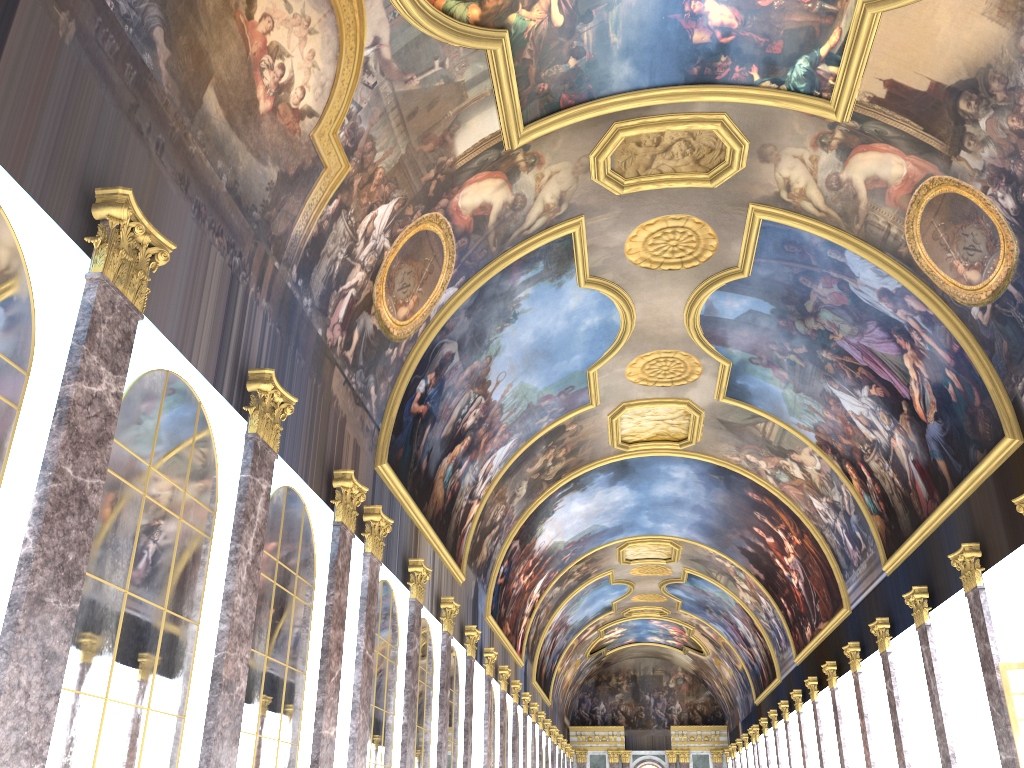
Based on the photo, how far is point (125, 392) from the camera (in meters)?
8.14
